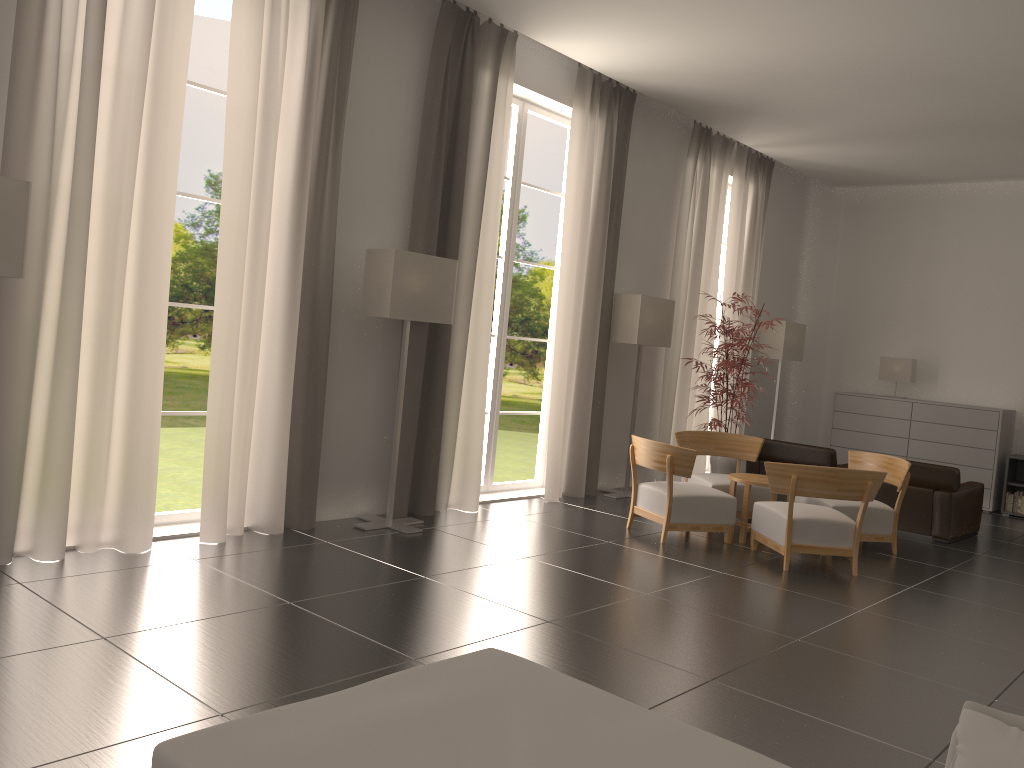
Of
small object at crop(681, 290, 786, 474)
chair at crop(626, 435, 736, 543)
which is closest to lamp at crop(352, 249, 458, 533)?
chair at crop(626, 435, 736, 543)

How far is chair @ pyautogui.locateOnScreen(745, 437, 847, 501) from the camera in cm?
1375

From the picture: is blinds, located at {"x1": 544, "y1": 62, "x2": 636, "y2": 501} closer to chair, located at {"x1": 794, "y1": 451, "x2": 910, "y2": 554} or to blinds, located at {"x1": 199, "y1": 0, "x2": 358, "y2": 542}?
chair, located at {"x1": 794, "y1": 451, "x2": 910, "y2": 554}

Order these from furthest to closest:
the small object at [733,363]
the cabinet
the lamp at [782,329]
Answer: the lamp at [782,329], the cabinet, the small object at [733,363]

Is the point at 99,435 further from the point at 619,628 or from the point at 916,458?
the point at 916,458

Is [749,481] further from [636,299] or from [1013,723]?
[1013,723]

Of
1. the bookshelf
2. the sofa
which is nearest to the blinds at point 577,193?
the bookshelf

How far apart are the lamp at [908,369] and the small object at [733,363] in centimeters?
502cm

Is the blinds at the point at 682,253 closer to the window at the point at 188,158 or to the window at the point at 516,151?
the window at the point at 516,151

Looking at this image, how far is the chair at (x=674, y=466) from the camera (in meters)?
10.78
